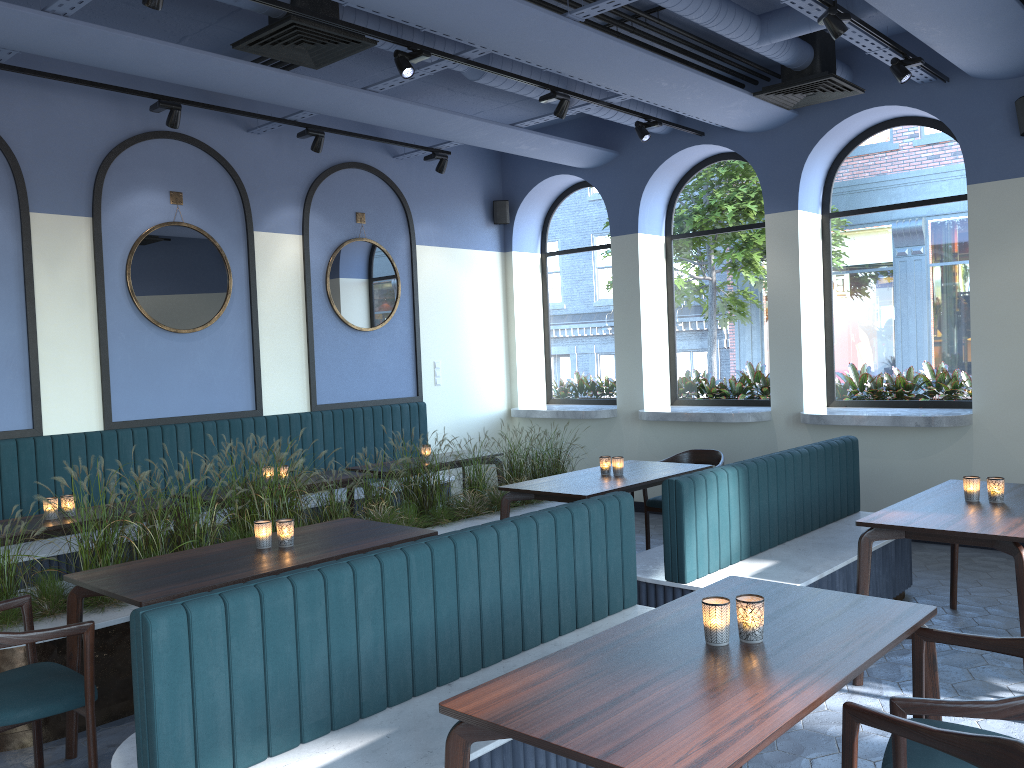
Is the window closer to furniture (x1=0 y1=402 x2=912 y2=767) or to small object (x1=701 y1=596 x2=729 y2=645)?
furniture (x1=0 y1=402 x2=912 y2=767)

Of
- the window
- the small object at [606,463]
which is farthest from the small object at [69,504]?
the window

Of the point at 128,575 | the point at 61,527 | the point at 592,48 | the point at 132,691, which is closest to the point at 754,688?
the point at 128,575

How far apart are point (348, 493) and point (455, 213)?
3.48m

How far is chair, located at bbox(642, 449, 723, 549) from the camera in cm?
652

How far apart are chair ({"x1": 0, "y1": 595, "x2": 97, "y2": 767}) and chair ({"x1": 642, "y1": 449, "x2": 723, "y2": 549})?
4.20m

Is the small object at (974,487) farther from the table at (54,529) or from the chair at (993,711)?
the table at (54,529)

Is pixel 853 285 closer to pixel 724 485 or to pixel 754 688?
pixel 724 485

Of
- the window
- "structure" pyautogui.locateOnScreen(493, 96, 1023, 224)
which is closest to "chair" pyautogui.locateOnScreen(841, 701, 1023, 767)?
"structure" pyautogui.locateOnScreen(493, 96, 1023, 224)

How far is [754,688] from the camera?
2.13m
